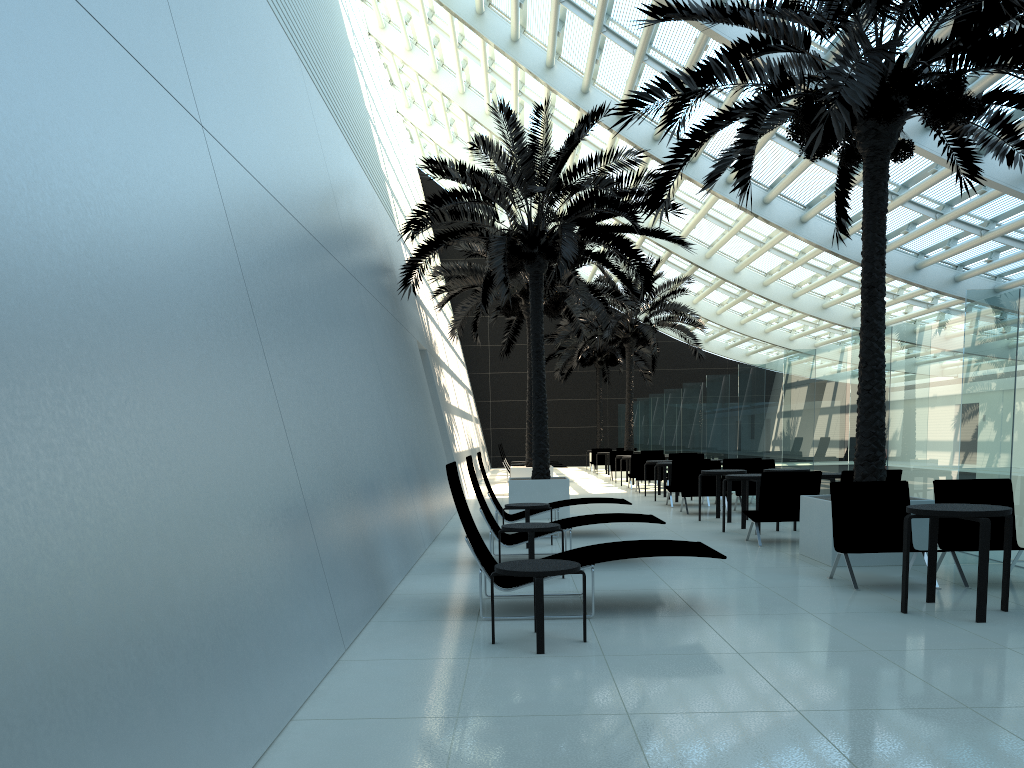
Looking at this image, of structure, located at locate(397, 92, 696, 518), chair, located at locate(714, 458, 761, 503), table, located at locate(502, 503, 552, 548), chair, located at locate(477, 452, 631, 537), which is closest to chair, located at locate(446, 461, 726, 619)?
table, located at locate(502, 503, 552, 548)

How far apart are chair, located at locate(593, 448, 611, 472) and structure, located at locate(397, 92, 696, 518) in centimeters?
1555cm

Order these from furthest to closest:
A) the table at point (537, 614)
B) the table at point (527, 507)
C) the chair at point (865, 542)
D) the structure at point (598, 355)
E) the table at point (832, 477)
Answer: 1. the structure at point (598, 355)
2. the table at point (832, 477)
3. the table at point (527, 507)
4. the chair at point (865, 542)
5. the table at point (537, 614)

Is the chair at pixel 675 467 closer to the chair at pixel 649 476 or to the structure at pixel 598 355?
the chair at pixel 649 476

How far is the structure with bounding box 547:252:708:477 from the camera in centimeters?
2674cm

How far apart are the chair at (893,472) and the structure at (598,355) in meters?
24.0 m

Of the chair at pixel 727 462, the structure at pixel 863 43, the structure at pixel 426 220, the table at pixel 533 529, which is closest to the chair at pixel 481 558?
the table at pixel 533 529

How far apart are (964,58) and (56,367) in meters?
8.6 m

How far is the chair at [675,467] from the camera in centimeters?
1601cm

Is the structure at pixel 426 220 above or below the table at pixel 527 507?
above
